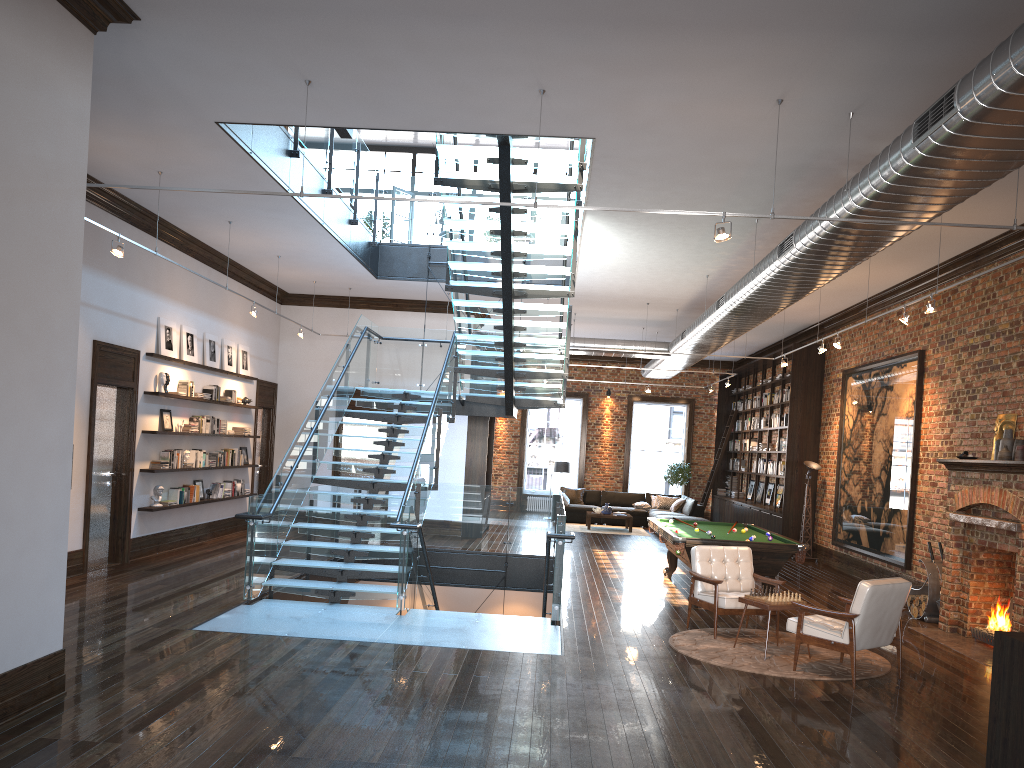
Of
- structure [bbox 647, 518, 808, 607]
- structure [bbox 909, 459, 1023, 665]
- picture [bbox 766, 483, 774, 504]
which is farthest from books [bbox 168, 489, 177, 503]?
picture [bbox 766, 483, 774, 504]

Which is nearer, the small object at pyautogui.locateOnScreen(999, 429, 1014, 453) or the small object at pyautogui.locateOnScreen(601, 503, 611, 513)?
the small object at pyautogui.locateOnScreen(999, 429, 1014, 453)

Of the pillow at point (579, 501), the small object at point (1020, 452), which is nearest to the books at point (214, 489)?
the pillow at point (579, 501)

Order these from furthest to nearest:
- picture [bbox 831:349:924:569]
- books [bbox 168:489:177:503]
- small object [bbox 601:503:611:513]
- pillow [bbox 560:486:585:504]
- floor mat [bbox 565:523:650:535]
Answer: pillow [bbox 560:486:585:504] → small object [bbox 601:503:611:513] → floor mat [bbox 565:523:650:535] → books [bbox 168:489:177:503] → picture [bbox 831:349:924:569]

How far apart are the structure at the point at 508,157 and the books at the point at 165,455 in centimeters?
221cm

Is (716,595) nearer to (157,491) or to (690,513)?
(157,491)

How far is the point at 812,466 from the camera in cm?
1589

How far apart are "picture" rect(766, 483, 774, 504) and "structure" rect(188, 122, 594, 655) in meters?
7.3 m

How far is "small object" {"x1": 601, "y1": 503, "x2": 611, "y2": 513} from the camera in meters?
20.2 m

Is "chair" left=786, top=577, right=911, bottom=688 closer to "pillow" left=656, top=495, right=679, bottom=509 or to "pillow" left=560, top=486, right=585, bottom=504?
"pillow" left=656, top=495, right=679, bottom=509
